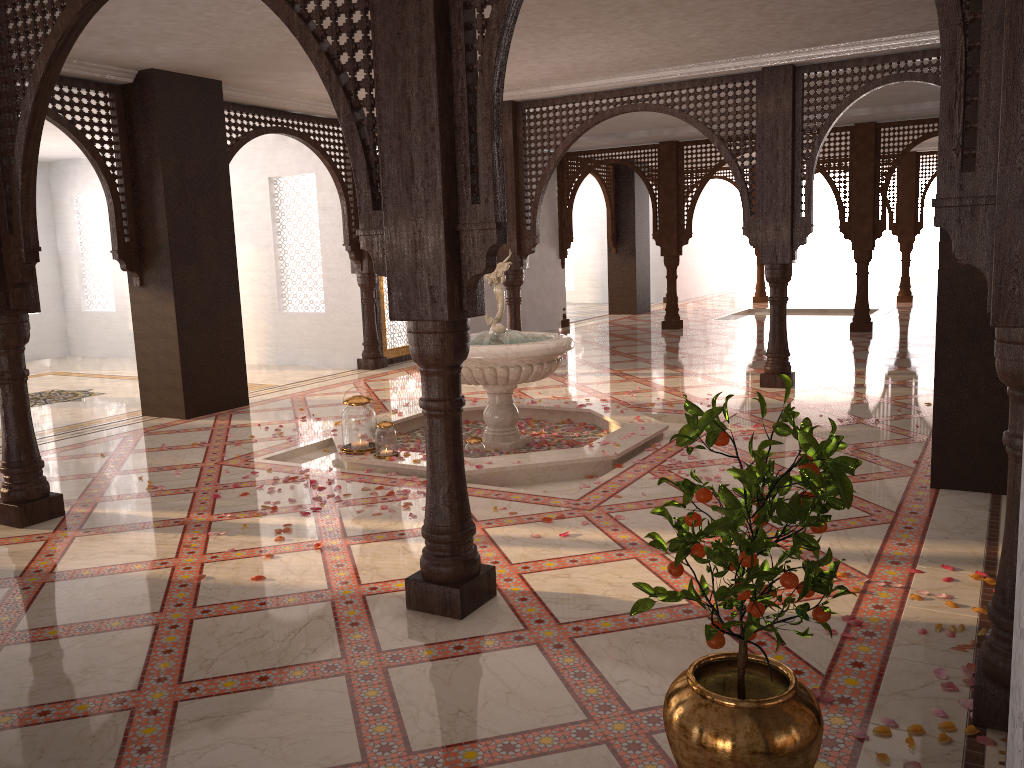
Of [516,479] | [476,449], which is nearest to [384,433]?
[476,449]

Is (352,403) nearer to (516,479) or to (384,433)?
(384,433)

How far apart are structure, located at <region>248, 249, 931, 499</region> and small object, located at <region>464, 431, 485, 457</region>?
0.18m

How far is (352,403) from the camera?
5.7 meters

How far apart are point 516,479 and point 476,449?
0.4m

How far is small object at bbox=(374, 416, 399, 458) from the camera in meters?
5.6 m

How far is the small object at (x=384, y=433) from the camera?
5.6 meters

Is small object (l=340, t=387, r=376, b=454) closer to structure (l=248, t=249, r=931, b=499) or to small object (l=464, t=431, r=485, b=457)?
structure (l=248, t=249, r=931, b=499)

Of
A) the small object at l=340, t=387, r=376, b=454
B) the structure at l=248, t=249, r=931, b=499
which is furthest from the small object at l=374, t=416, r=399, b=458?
the small object at l=340, t=387, r=376, b=454

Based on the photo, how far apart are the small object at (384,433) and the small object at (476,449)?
0.5 meters
